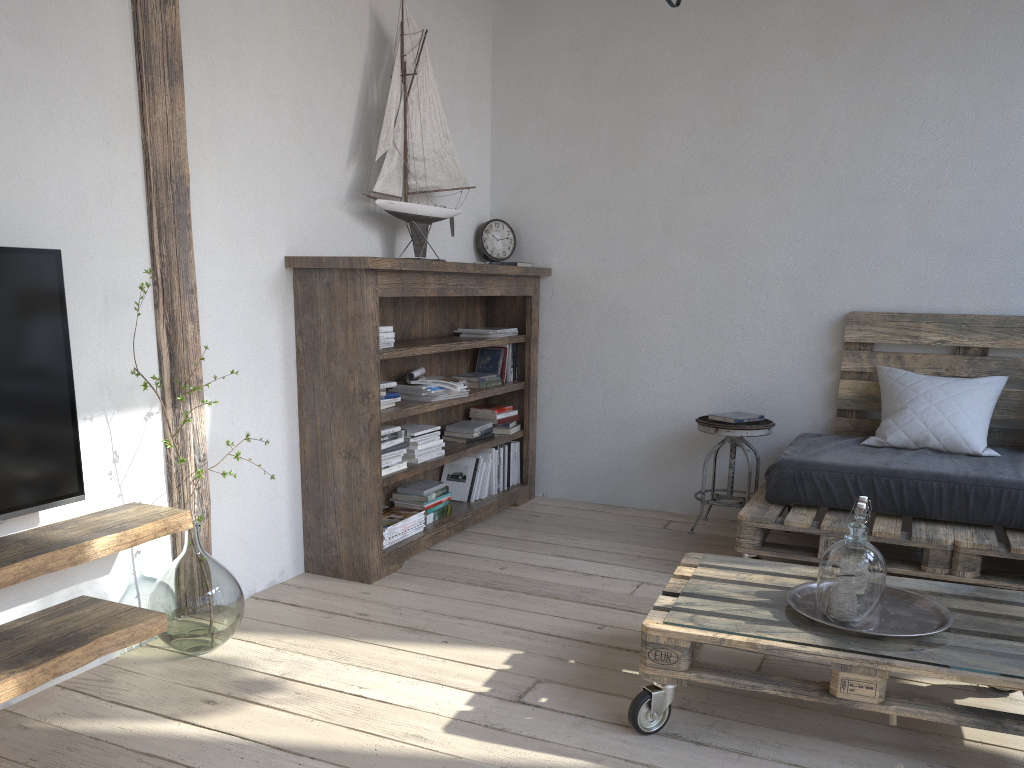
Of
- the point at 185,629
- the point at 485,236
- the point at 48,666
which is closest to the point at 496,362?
the point at 485,236

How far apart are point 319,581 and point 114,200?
1.5 meters

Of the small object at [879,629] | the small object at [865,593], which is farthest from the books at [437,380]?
the small object at [865,593]

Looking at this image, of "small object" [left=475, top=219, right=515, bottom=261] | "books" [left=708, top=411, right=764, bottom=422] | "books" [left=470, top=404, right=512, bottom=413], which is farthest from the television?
"books" [left=708, top=411, right=764, bottom=422]

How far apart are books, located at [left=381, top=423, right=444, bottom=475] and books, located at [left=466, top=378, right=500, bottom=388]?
0.5 meters

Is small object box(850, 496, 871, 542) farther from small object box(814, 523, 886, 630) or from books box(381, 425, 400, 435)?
books box(381, 425, 400, 435)

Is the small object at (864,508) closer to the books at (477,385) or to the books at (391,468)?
the books at (391,468)

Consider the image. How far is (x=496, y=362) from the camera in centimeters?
435cm

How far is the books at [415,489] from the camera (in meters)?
3.73

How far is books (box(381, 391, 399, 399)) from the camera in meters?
3.4
